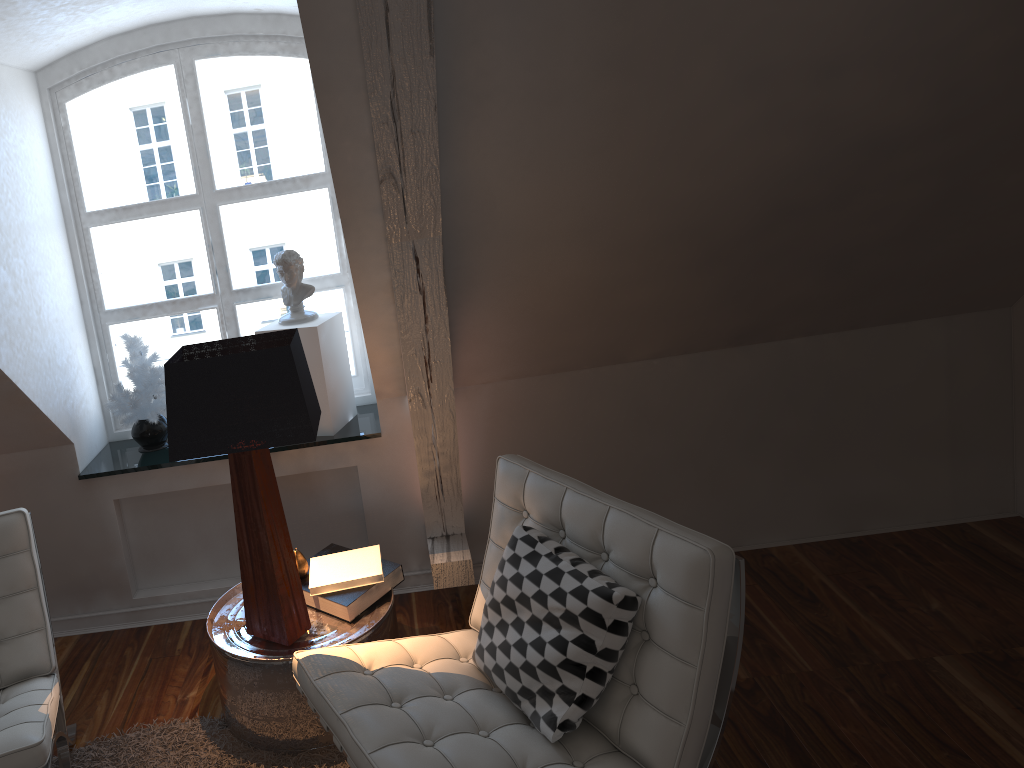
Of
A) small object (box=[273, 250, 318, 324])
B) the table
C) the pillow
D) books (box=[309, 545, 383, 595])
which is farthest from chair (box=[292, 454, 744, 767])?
small object (box=[273, 250, 318, 324])

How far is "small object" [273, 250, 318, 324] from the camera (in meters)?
2.65

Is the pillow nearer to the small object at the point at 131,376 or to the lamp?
the lamp

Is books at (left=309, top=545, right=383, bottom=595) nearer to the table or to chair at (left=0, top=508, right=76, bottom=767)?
the table

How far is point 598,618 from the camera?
1.67m

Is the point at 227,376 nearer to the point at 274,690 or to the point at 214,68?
the point at 274,690

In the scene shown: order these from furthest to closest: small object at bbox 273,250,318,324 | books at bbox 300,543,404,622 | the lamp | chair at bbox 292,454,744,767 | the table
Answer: small object at bbox 273,250,318,324 < books at bbox 300,543,404,622 < the table < the lamp < chair at bbox 292,454,744,767

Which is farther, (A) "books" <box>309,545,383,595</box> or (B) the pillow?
(A) "books" <box>309,545,383,595</box>

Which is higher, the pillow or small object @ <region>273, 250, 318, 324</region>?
small object @ <region>273, 250, 318, 324</region>

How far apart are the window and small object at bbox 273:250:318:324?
0.2m
